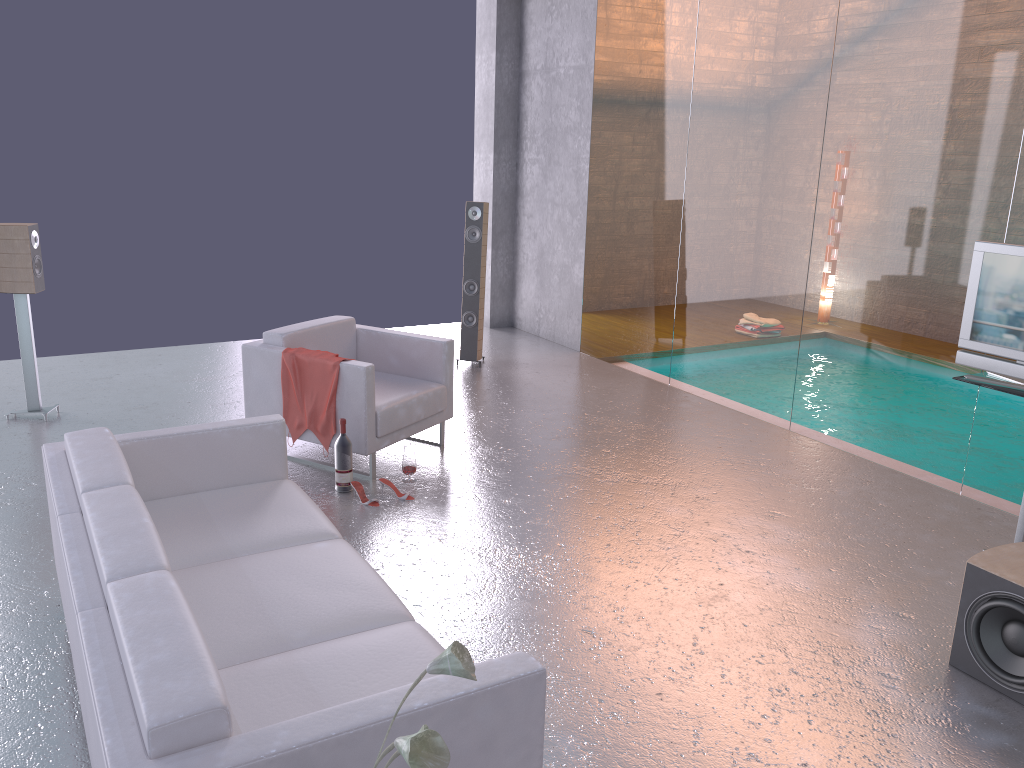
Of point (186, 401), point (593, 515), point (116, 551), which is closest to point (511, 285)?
point (186, 401)

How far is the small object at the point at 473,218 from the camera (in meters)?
7.85

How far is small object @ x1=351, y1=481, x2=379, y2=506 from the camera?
5.01m

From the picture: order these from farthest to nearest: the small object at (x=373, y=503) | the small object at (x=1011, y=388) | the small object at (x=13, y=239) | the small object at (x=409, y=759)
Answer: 1. the small object at (x=13, y=239)
2. the small object at (x=373, y=503)
3. the small object at (x=1011, y=388)
4. the small object at (x=409, y=759)

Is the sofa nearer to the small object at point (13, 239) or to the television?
the small object at point (13, 239)

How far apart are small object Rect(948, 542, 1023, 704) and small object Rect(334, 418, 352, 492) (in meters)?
3.19

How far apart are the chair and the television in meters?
3.0 m

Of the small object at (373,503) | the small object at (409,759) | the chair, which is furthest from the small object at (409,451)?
the small object at (409,759)

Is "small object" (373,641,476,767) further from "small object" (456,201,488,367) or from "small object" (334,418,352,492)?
"small object" (456,201,488,367)

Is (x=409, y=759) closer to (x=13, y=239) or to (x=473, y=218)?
(x=13, y=239)
